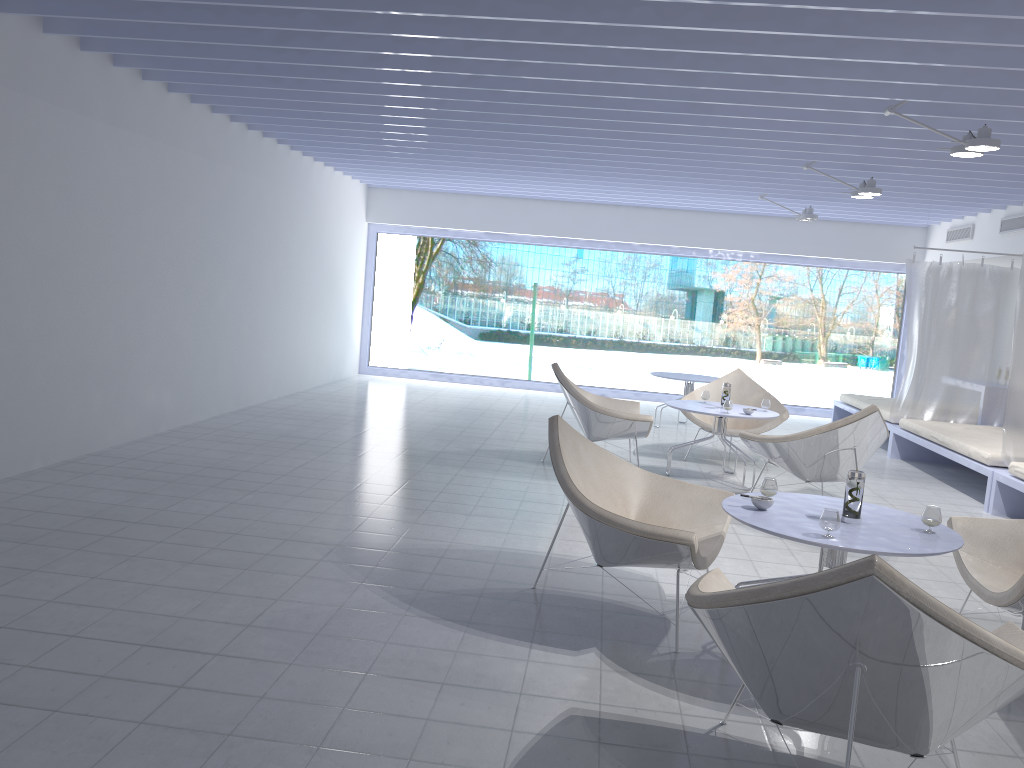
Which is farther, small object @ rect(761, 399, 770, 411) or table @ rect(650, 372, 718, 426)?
table @ rect(650, 372, 718, 426)

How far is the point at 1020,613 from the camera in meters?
3.1

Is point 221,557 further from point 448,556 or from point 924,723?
point 924,723

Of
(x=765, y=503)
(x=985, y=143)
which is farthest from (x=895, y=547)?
(x=985, y=143)

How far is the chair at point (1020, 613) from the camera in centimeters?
315cm

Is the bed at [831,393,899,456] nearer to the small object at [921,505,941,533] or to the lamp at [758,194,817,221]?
the lamp at [758,194,817,221]

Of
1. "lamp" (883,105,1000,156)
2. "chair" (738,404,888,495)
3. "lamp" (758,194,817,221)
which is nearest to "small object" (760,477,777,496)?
"chair" (738,404,888,495)

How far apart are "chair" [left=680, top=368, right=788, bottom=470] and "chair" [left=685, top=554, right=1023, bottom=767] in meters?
4.6 m

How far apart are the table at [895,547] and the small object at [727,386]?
3.0 meters

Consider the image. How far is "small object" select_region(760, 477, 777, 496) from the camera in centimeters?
338cm
